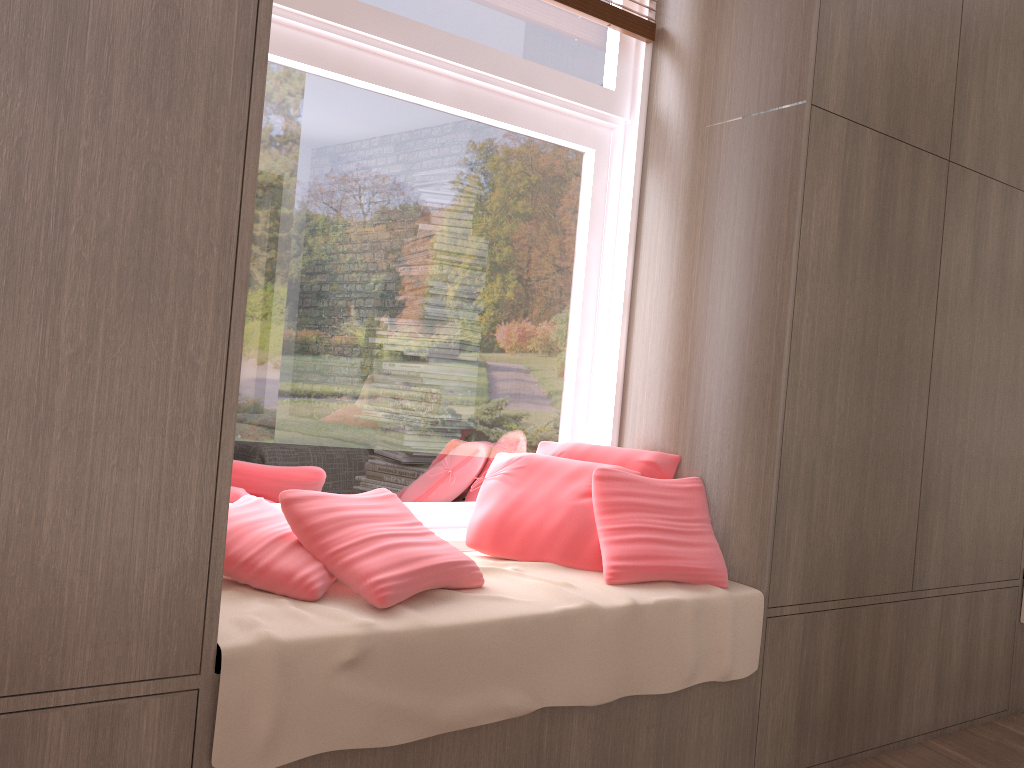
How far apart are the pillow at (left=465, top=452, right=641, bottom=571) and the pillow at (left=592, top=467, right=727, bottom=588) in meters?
0.0 m

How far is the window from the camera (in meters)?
2.26

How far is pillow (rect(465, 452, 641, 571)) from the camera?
2.30m

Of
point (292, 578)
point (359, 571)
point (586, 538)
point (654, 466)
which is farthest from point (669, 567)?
point (292, 578)

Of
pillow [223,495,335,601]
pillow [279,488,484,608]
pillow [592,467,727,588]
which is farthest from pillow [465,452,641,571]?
pillow [223,495,335,601]

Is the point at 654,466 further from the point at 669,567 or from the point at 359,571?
the point at 359,571

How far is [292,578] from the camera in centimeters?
178cm

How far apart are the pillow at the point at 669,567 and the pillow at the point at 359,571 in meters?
0.3 m

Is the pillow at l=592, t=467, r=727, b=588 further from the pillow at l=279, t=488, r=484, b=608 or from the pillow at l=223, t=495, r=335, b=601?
the pillow at l=223, t=495, r=335, b=601

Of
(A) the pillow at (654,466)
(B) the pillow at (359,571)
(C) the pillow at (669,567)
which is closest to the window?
(A) the pillow at (654,466)
